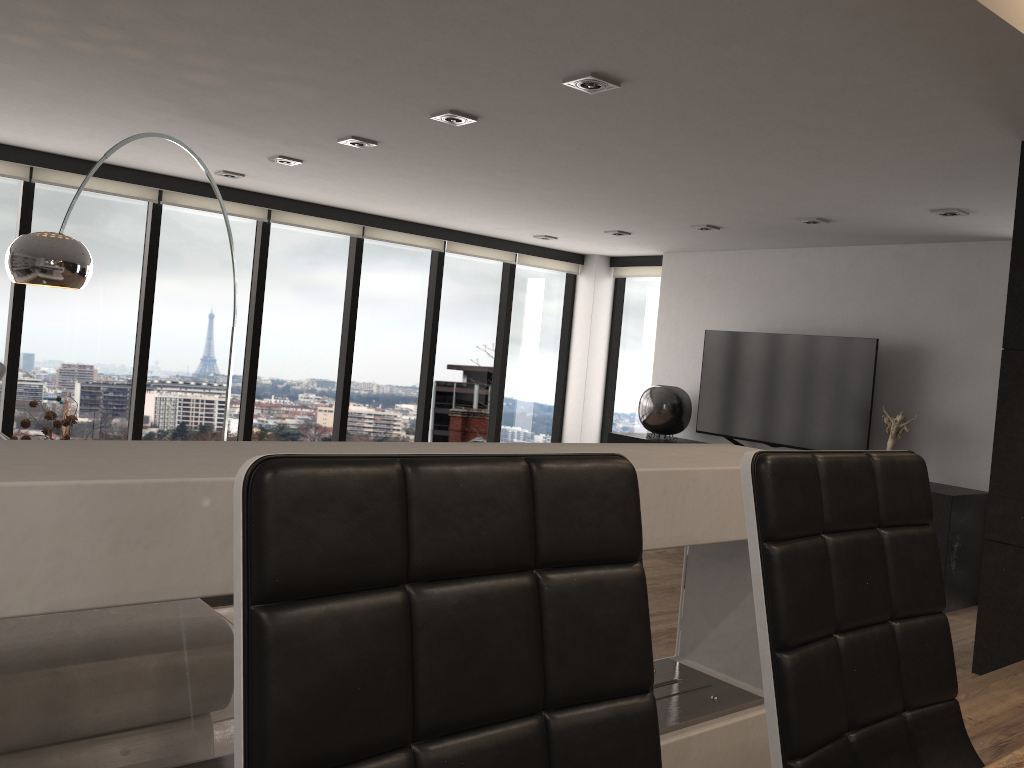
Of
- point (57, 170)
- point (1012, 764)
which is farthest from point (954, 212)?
point (57, 170)

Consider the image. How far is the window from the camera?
6.3 meters

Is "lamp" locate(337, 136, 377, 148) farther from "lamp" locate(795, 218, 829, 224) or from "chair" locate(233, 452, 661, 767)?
"chair" locate(233, 452, 661, 767)

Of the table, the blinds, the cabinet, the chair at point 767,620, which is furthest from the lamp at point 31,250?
the cabinet

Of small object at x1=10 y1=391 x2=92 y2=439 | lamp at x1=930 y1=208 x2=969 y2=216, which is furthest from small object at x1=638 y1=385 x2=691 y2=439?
small object at x1=10 y1=391 x2=92 y2=439

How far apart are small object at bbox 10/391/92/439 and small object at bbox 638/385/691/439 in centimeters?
486cm

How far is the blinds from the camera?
6.0 meters

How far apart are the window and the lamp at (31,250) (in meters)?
1.90

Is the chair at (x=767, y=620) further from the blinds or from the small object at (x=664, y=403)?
the small object at (x=664, y=403)

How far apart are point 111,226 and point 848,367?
5.45m
